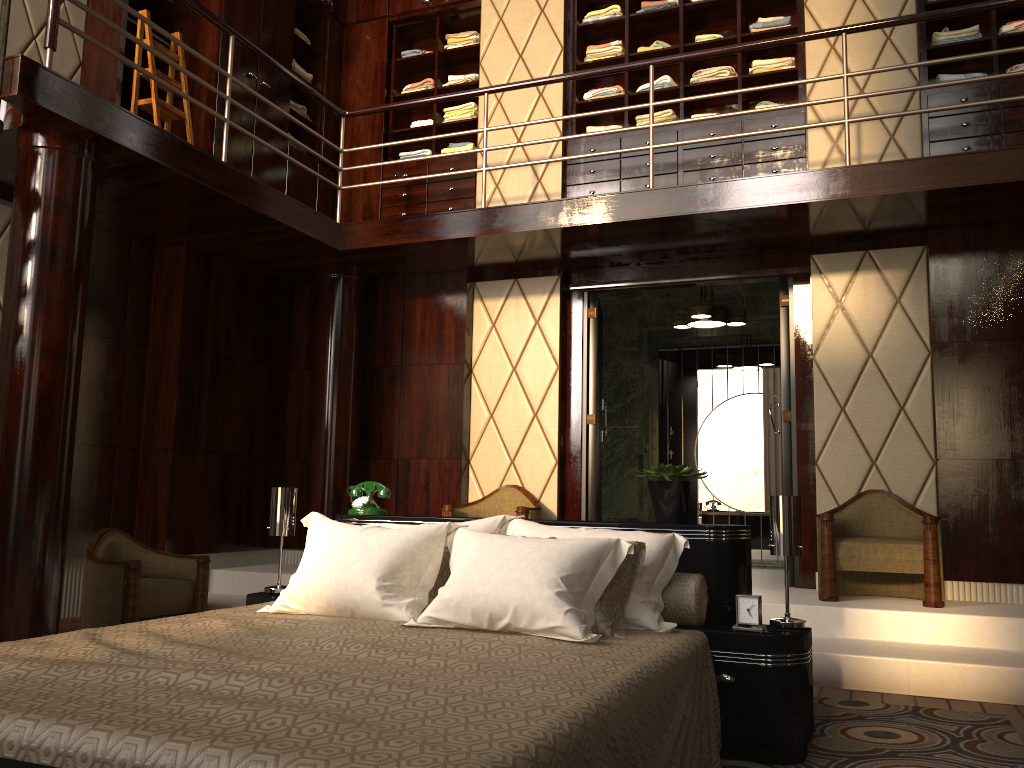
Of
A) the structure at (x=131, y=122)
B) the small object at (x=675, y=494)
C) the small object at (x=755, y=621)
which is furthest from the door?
the small object at (x=755, y=621)

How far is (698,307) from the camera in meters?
5.8 m

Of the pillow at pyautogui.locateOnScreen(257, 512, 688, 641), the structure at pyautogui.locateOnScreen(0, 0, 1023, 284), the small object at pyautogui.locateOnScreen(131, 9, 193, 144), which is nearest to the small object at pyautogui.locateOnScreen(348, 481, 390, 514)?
the pillow at pyautogui.locateOnScreen(257, 512, 688, 641)

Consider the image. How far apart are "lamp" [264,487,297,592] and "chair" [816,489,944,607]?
2.6 meters

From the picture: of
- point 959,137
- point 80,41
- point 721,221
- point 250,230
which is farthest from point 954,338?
point 80,41

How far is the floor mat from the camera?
2.57m

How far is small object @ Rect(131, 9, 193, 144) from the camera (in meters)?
4.71

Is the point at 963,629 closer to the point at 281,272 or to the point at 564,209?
the point at 564,209

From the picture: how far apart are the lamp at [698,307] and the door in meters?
0.6

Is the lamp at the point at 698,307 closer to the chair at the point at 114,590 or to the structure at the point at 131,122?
the structure at the point at 131,122
